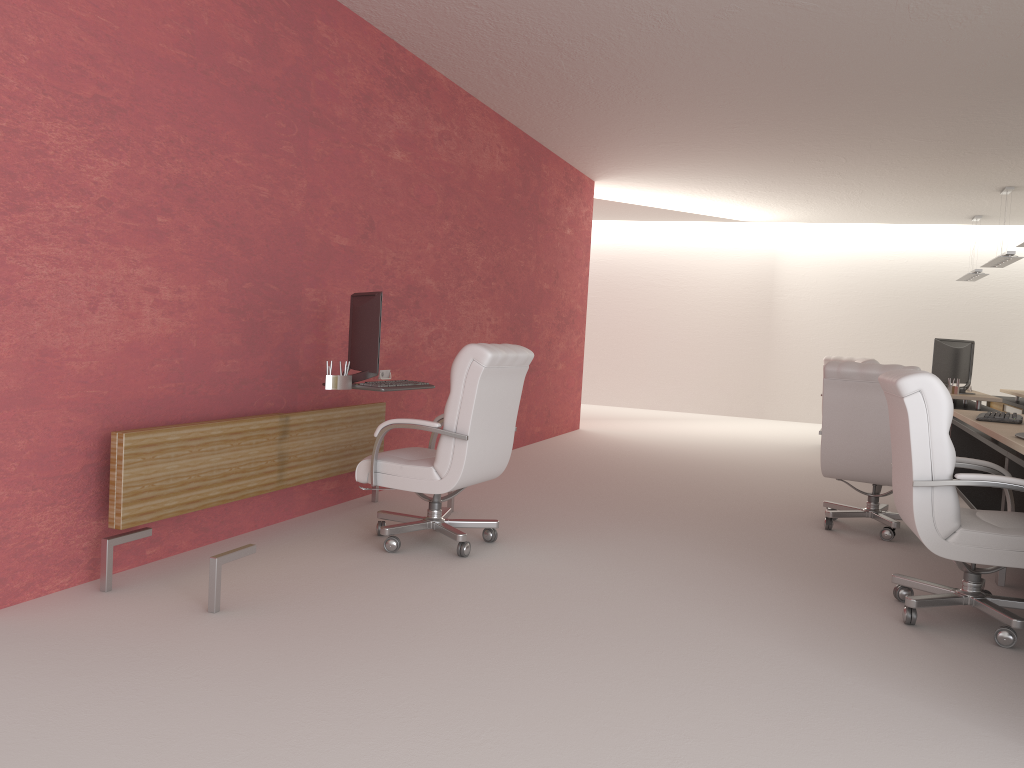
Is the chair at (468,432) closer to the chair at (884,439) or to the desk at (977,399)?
the chair at (884,439)

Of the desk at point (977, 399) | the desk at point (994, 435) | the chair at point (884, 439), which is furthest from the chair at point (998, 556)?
the desk at point (977, 399)

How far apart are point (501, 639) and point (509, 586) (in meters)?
1.05

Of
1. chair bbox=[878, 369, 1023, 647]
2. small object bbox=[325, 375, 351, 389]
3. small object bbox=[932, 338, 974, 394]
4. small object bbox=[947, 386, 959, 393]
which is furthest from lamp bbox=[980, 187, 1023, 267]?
small object bbox=[325, 375, 351, 389]

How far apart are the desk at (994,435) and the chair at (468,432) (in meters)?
3.43

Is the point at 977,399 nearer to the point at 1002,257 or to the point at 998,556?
the point at 1002,257

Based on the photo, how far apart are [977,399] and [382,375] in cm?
837

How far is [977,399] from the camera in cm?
1203

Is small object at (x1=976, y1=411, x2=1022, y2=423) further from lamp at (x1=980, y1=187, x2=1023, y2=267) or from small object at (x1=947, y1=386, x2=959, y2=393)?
lamp at (x1=980, y1=187, x2=1023, y2=267)

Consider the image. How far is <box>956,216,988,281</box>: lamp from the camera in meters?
17.2 m
